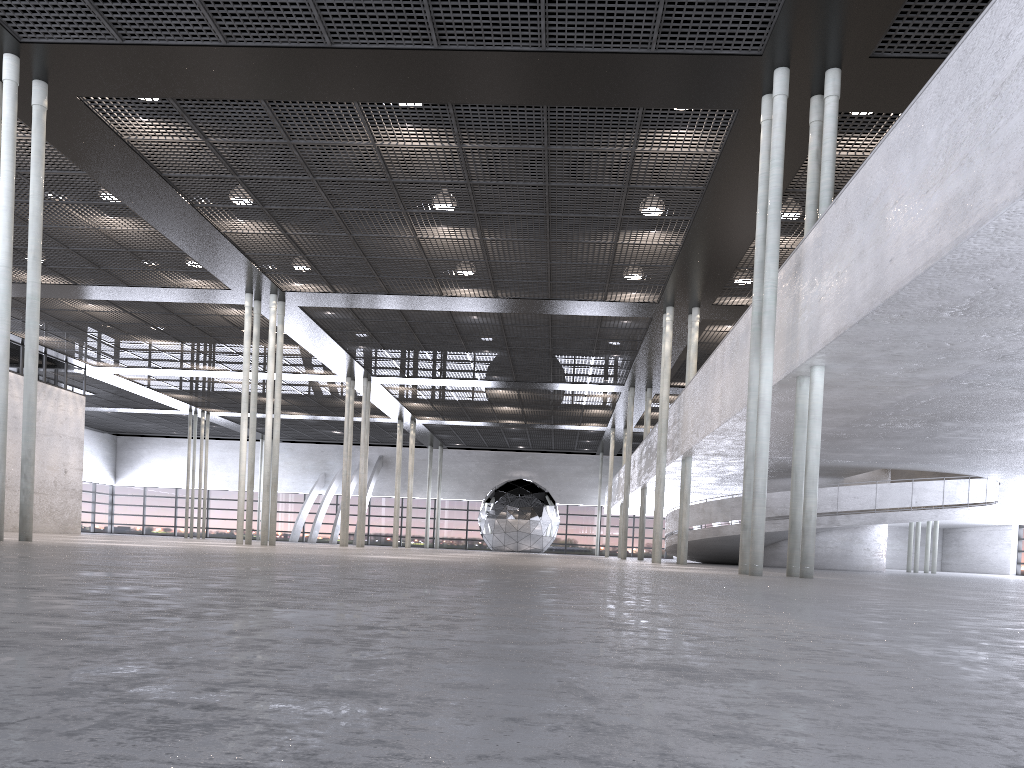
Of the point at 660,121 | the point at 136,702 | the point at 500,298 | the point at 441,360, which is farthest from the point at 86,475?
the point at 136,702
